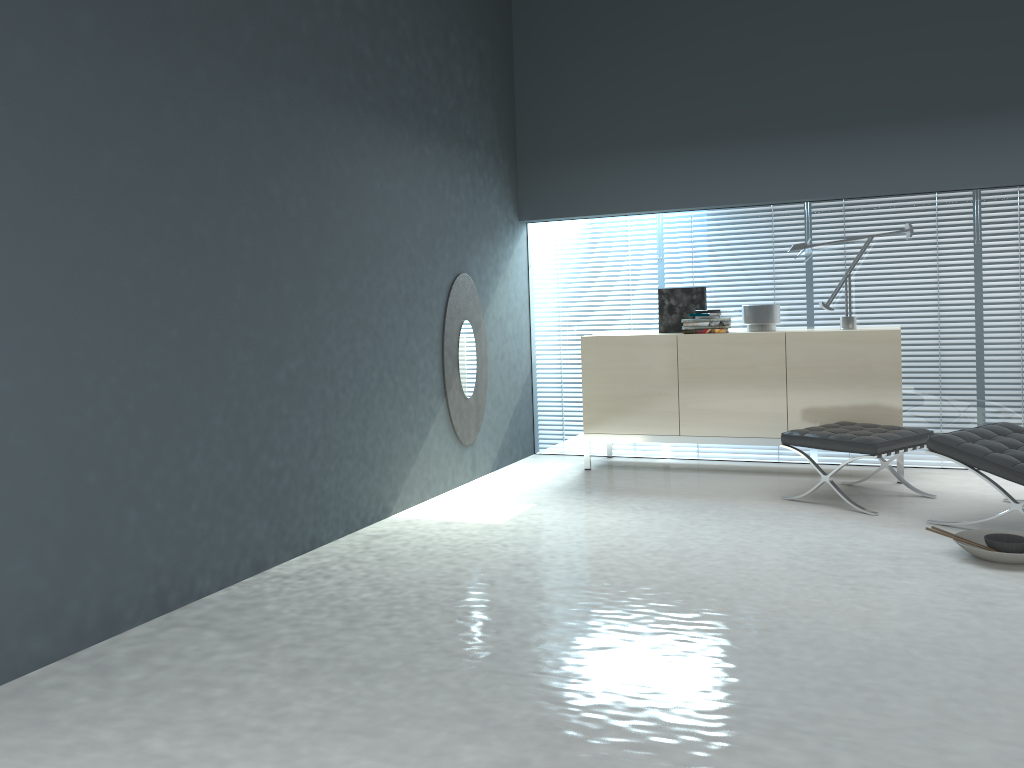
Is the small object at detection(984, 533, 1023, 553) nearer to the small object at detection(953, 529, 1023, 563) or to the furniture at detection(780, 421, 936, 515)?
the small object at detection(953, 529, 1023, 563)

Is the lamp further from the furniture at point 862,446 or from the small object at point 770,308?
the furniture at point 862,446

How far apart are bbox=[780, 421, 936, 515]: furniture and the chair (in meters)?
0.25

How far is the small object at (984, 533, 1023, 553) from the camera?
3.6m

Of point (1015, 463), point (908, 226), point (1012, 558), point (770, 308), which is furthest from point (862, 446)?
point (908, 226)

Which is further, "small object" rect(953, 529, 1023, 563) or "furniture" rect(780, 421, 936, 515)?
"furniture" rect(780, 421, 936, 515)

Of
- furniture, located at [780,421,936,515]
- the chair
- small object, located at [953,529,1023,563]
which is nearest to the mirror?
furniture, located at [780,421,936,515]

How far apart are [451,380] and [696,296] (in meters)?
1.75

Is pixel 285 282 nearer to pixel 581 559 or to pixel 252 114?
pixel 252 114

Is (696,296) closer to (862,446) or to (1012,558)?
(862,446)
